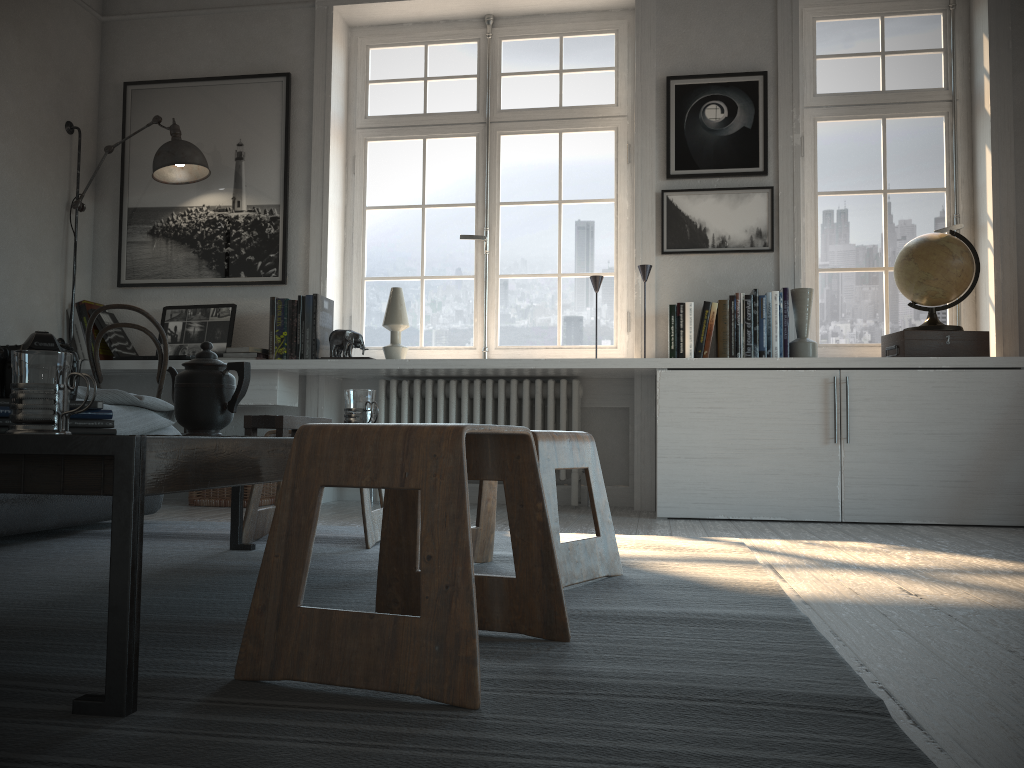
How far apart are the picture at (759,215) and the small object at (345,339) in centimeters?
148cm

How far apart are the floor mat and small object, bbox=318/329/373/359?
1.21m

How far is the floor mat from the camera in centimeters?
91cm

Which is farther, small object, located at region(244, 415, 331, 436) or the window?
the window

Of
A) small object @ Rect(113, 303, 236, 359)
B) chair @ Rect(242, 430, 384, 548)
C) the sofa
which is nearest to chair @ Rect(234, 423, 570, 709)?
chair @ Rect(242, 430, 384, 548)

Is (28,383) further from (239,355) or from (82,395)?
(239,355)

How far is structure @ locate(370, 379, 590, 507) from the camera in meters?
4.2 m

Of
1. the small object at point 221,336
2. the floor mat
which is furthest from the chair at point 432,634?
the small object at point 221,336

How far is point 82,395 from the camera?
2.89m

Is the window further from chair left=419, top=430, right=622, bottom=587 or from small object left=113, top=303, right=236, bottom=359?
chair left=419, top=430, right=622, bottom=587
